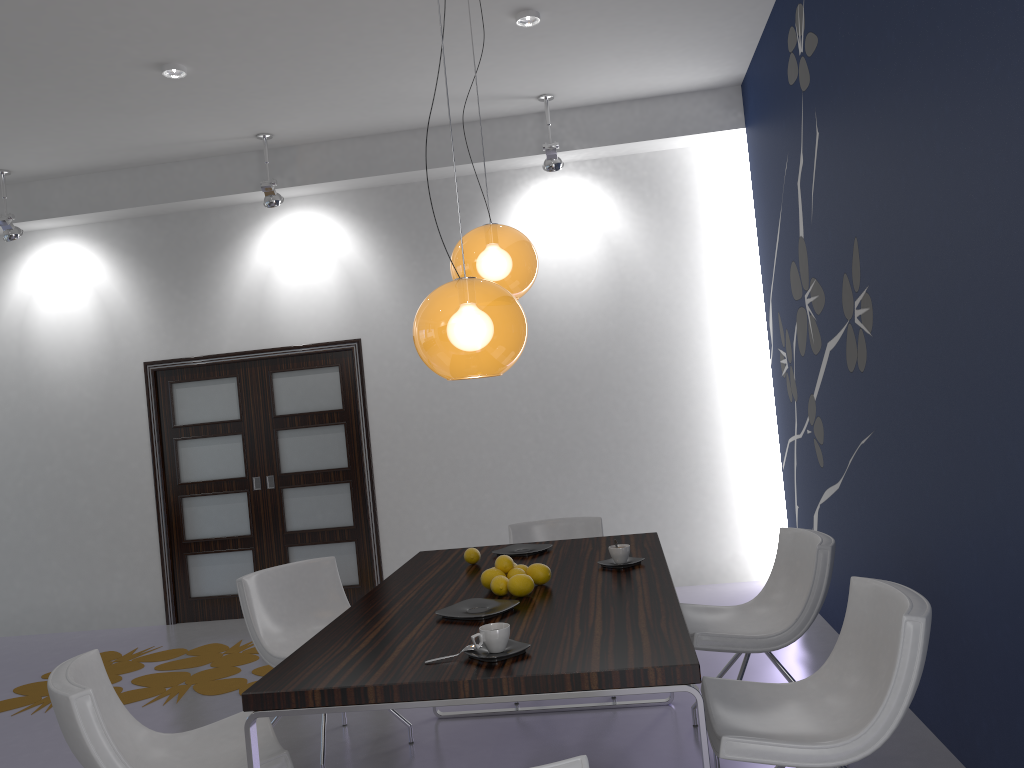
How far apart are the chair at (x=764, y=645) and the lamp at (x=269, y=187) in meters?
4.1

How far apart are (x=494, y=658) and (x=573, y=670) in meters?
0.2 m

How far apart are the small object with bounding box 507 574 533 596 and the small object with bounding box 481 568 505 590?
0.2m

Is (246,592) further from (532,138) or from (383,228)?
(532,138)

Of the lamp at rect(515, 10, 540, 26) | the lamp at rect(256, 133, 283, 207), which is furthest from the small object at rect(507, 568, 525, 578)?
the lamp at rect(256, 133, 283, 207)

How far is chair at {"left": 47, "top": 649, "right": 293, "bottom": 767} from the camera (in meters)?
2.31

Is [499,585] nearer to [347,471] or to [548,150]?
[548,150]

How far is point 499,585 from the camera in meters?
3.0

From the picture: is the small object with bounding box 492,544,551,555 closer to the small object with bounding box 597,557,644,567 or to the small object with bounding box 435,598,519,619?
the small object with bounding box 597,557,644,567

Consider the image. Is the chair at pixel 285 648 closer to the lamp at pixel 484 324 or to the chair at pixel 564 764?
the lamp at pixel 484 324
